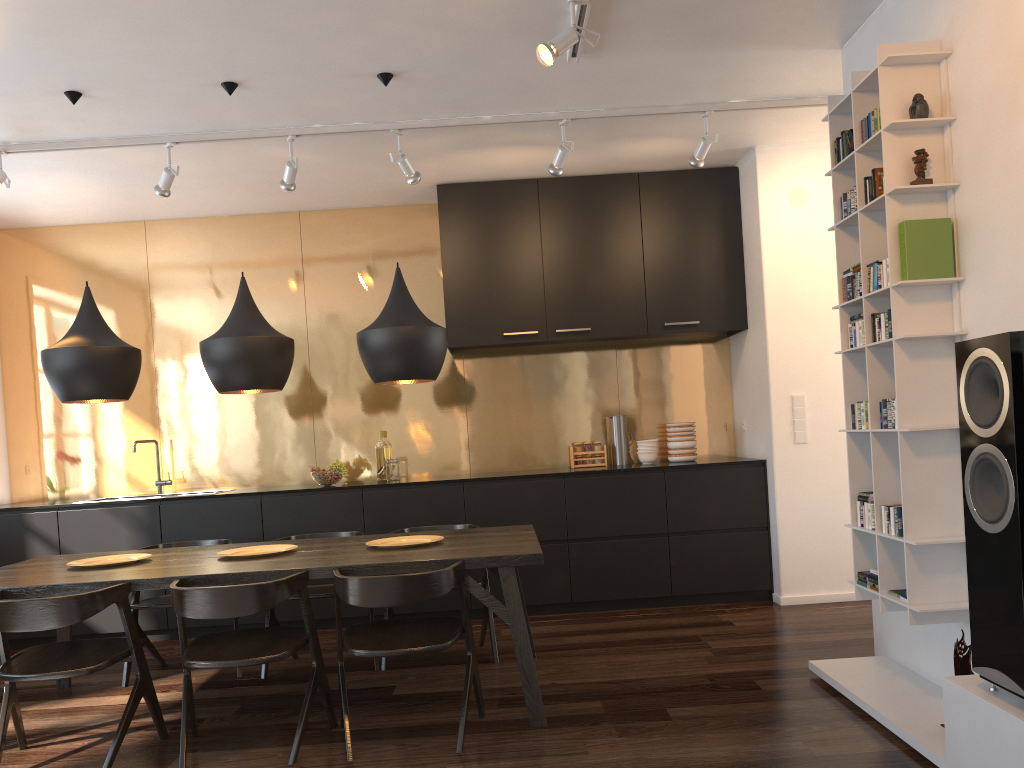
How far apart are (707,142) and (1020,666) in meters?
3.2 m

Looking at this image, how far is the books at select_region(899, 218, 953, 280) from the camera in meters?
3.1 m

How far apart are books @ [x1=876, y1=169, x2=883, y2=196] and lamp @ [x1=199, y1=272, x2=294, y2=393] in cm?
252

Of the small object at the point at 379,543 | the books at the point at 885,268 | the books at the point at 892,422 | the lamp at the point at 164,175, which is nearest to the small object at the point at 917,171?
the books at the point at 885,268

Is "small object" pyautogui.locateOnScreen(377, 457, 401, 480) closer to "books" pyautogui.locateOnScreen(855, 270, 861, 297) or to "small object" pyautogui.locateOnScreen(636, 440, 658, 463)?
"small object" pyautogui.locateOnScreen(636, 440, 658, 463)

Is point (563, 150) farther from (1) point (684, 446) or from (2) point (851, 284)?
(1) point (684, 446)

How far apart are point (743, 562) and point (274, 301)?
3.6m

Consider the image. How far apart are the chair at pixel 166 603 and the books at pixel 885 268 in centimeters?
Answer: 355cm

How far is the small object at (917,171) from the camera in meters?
3.1 m

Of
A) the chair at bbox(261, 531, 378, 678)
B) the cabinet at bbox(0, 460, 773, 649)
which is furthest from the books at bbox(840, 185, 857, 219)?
the chair at bbox(261, 531, 378, 678)
